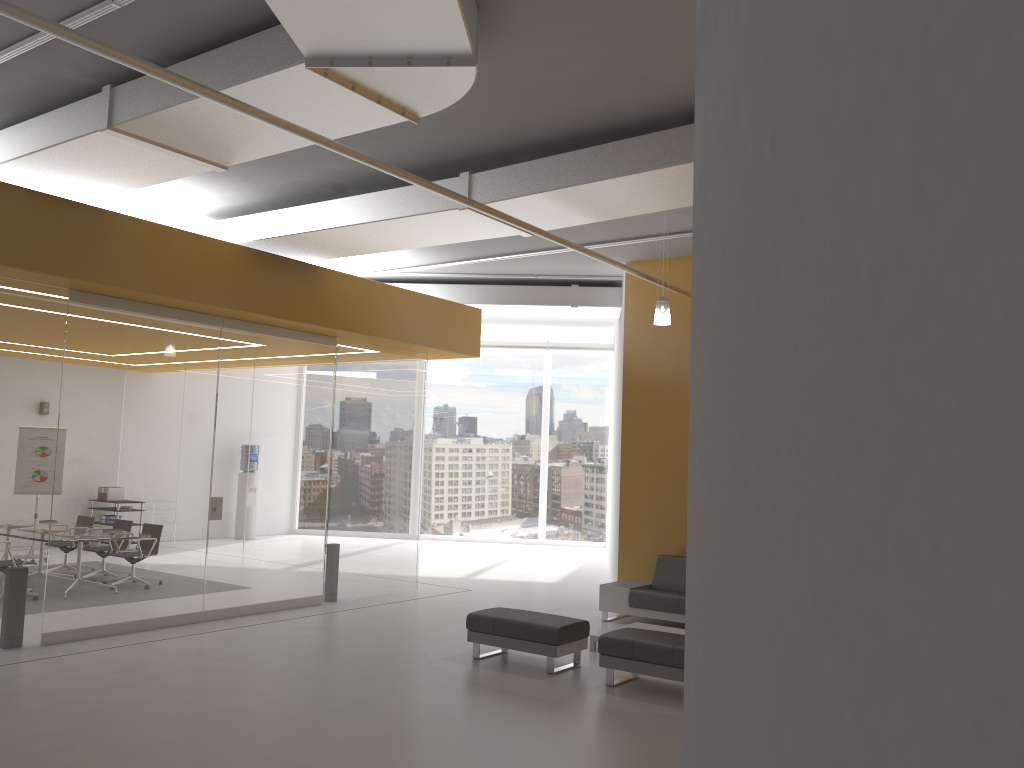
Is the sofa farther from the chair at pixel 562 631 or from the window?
the window

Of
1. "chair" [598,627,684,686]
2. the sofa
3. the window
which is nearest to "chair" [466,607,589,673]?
"chair" [598,627,684,686]

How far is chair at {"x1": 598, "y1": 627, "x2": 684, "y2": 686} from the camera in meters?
7.0 m

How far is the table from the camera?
8.7 meters

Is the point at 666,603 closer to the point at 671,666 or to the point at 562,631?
the point at 562,631

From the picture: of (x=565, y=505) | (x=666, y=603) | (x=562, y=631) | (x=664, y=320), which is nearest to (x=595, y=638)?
(x=562, y=631)

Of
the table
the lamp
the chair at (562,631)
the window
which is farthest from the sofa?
the window

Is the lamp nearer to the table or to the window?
the table

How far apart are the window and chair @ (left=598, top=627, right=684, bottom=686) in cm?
1174

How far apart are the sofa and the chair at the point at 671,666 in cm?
218
